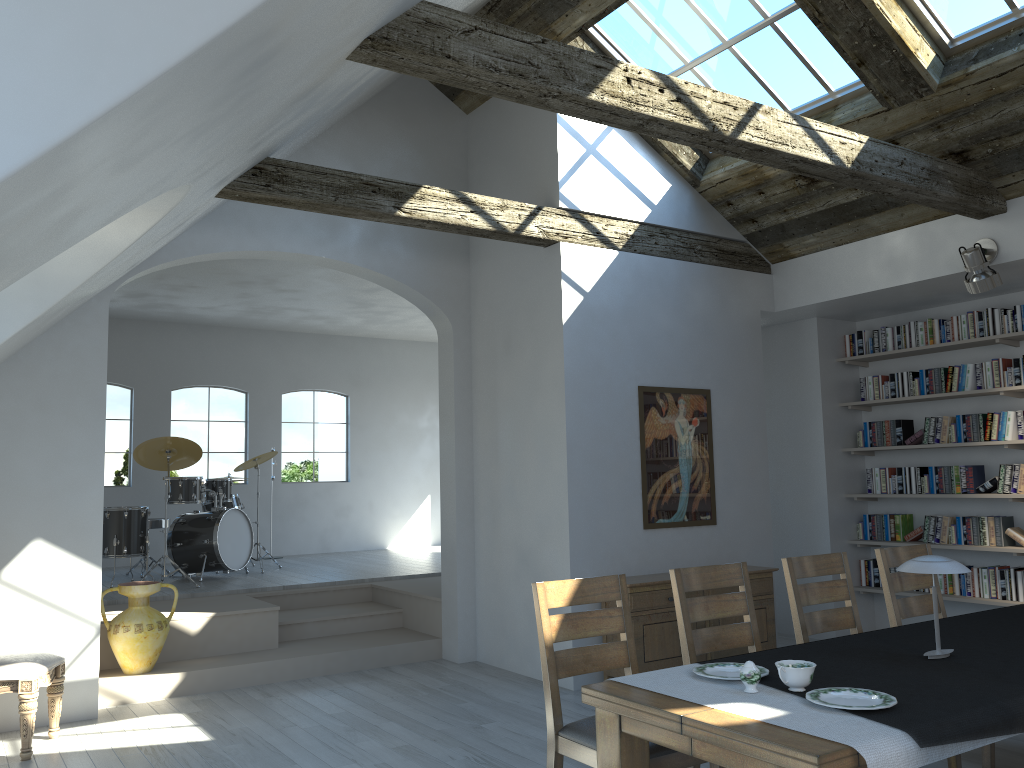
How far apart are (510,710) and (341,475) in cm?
707

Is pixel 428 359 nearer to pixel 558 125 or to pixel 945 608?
pixel 558 125

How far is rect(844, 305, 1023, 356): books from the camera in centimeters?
675cm

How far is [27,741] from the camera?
4.7m

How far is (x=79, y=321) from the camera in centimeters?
570cm

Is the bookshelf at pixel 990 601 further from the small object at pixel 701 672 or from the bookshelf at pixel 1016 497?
the small object at pixel 701 672

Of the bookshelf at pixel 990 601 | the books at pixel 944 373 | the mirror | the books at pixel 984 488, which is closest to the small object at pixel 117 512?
the mirror

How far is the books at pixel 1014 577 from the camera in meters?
6.6

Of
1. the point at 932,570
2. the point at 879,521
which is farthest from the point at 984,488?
the point at 932,570

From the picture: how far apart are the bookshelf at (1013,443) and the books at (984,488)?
0.3m
